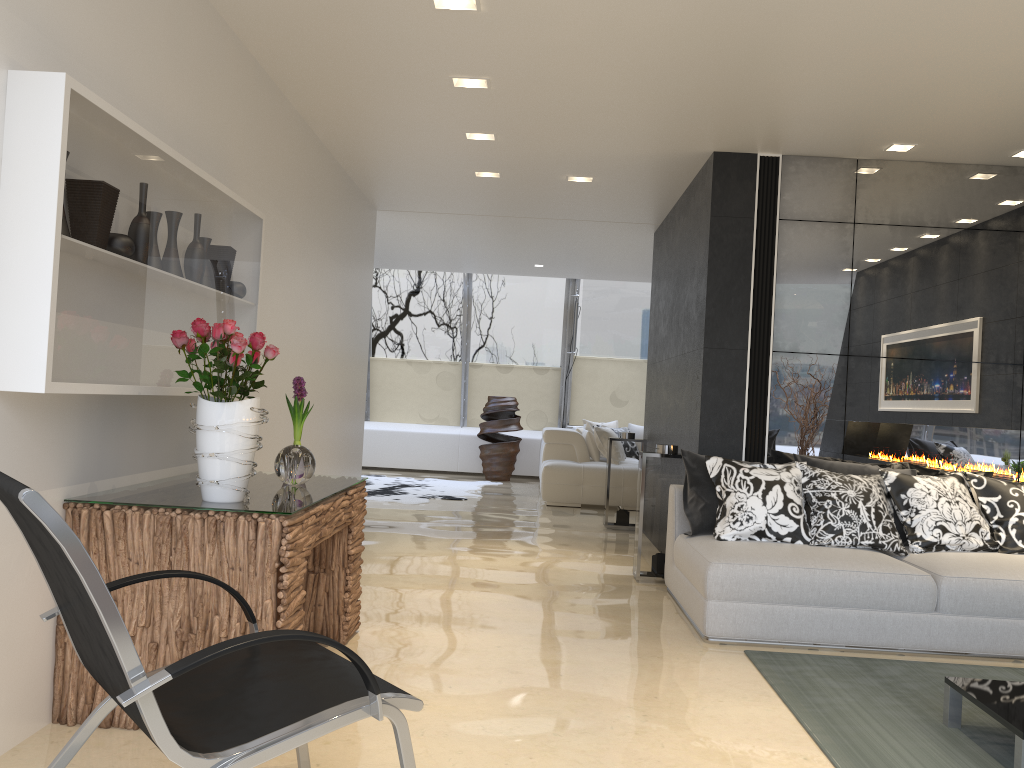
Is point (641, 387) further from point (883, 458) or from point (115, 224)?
point (115, 224)

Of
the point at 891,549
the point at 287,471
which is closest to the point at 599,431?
the point at 891,549

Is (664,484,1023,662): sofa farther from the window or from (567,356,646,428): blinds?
(567,356,646,428): blinds

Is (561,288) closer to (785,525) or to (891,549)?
(785,525)

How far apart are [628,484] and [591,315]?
5.5 meters

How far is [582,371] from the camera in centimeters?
1369cm

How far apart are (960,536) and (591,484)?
5.3 meters

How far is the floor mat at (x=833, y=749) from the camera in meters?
3.1

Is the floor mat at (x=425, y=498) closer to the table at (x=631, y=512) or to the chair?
the table at (x=631, y=512)

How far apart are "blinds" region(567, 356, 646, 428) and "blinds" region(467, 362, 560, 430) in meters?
0.3 m
